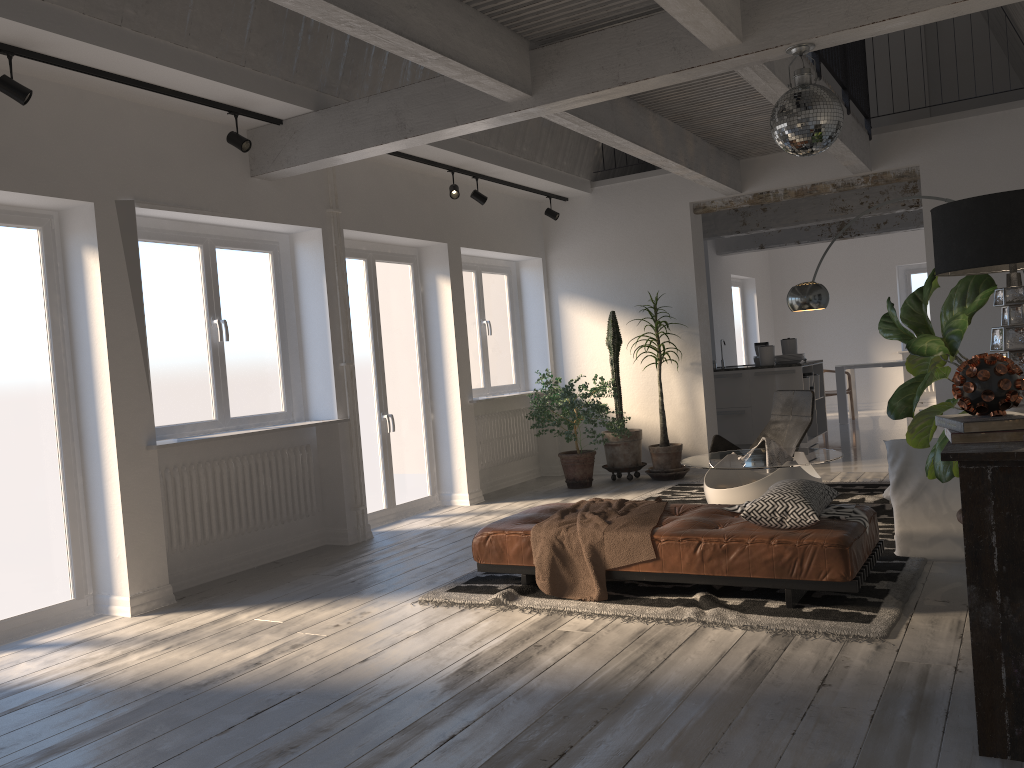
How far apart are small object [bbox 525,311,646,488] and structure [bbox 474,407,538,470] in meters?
0.4

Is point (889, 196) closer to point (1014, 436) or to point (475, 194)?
point (475, 194)

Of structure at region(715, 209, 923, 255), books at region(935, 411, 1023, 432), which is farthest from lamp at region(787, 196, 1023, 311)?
structure at region(715, 209, 923, 255)

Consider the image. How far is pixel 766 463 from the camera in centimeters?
587cm

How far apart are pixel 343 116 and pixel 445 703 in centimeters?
375cm

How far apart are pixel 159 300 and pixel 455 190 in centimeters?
278cm

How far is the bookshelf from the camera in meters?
2.5

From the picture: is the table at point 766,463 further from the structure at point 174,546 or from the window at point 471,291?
the window at point 471,291

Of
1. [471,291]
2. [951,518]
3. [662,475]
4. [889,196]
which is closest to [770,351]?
[889,196]

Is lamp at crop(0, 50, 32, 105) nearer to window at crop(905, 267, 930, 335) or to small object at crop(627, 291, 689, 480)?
small object at crop(627, 291, 689, 480)
